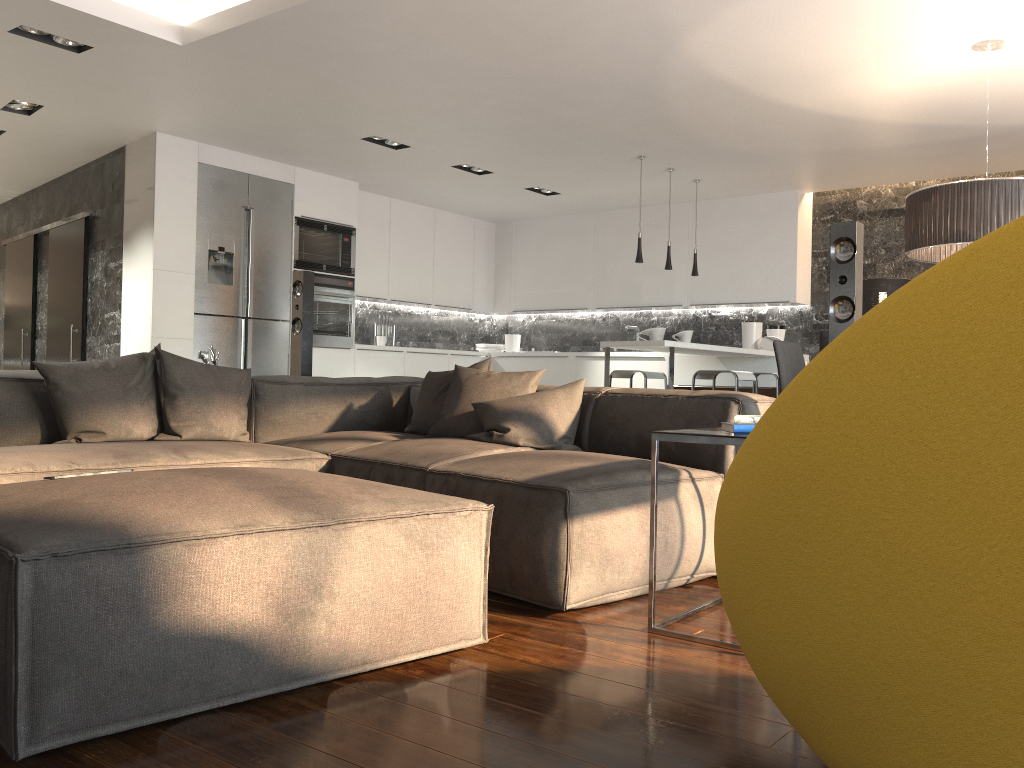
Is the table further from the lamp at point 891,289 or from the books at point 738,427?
the lamp at point 891,289

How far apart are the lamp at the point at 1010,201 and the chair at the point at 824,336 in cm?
81

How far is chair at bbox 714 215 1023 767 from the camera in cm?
83

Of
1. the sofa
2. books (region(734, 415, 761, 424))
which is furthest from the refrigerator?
books (region(734, 415, 761, 424))

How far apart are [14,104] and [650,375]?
5.10m

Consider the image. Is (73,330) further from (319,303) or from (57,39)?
(57,39)

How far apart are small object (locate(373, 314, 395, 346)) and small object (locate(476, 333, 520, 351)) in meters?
1.3

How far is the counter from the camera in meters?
6.1

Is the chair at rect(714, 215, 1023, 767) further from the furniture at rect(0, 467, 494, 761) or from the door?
the door

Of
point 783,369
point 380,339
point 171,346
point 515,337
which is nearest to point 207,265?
point 171,346
